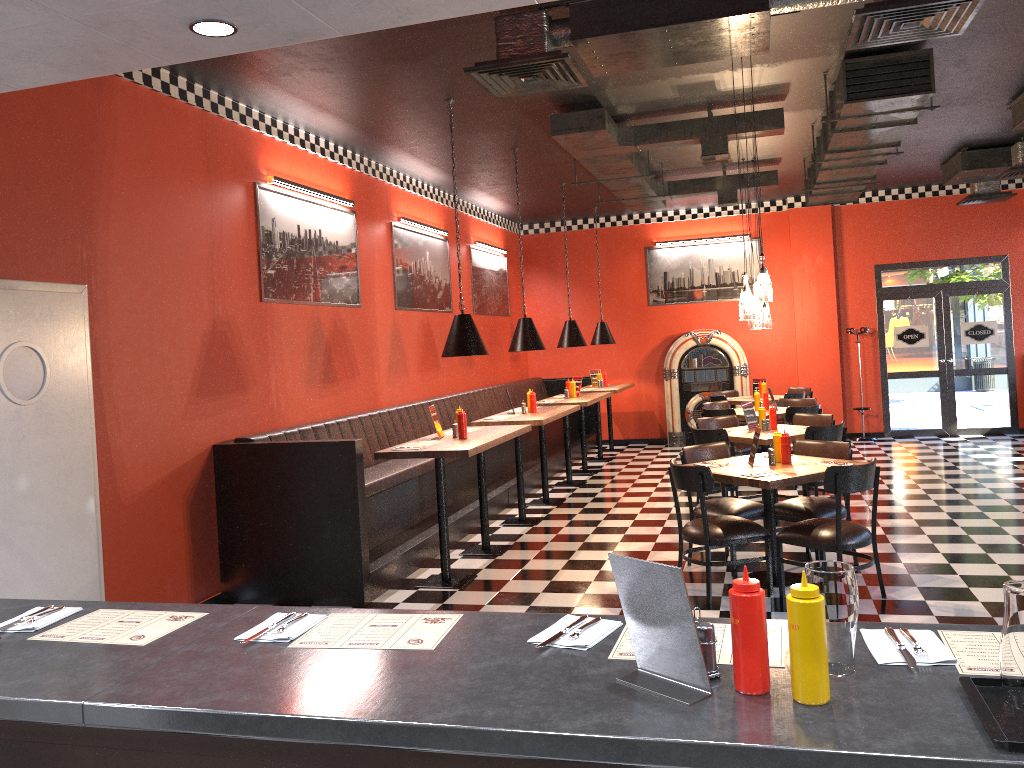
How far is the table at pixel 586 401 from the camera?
10.1 meters

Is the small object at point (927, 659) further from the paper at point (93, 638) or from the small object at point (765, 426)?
the small object at point (765, 426)

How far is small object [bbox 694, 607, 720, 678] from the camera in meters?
1.8

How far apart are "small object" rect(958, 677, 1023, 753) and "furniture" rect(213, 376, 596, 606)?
4.7m

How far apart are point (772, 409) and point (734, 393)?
4.7m

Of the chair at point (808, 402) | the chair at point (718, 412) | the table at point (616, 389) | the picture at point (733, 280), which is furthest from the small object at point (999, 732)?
the picture at point (733, 280)

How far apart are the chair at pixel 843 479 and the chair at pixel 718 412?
3.9 meters

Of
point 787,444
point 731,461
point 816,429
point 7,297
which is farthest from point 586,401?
point 7,297

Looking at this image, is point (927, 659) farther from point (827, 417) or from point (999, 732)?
point (827, 417)

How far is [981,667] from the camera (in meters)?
1.76
